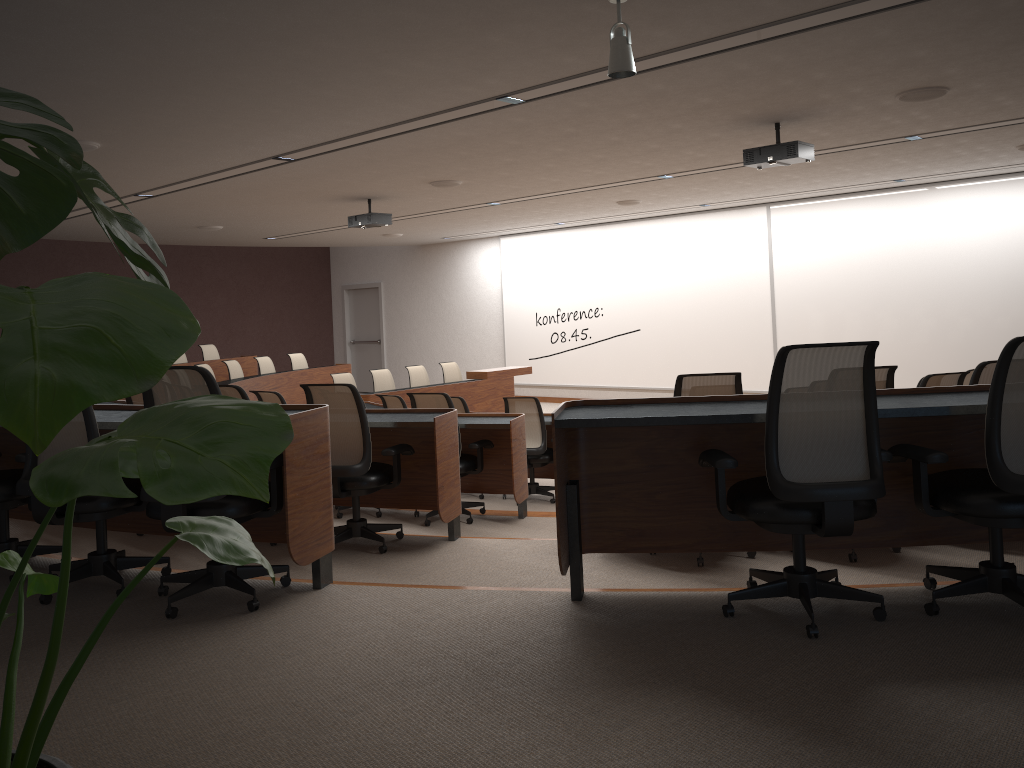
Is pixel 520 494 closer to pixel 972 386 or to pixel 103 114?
pixel 972 386

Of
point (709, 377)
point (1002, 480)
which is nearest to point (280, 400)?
point (709, 377)

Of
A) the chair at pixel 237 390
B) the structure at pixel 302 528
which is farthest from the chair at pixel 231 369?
the chair at pixel 237 390

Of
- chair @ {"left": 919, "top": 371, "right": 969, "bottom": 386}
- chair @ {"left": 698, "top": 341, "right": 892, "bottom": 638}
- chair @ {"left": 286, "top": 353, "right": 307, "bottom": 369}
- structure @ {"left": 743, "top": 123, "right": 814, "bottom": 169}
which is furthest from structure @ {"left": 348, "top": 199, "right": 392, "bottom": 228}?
chair @ {"left": 698, "top": 341, "right": 892, "bottom": 638}

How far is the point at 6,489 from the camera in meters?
3.9

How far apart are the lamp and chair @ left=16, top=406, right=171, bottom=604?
2.6 meters

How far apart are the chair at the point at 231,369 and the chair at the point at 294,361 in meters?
1.3 m

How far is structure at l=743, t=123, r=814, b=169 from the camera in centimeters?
663cm

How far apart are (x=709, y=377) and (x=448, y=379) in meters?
9.0

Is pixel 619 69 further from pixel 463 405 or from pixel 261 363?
pixel 261 363
